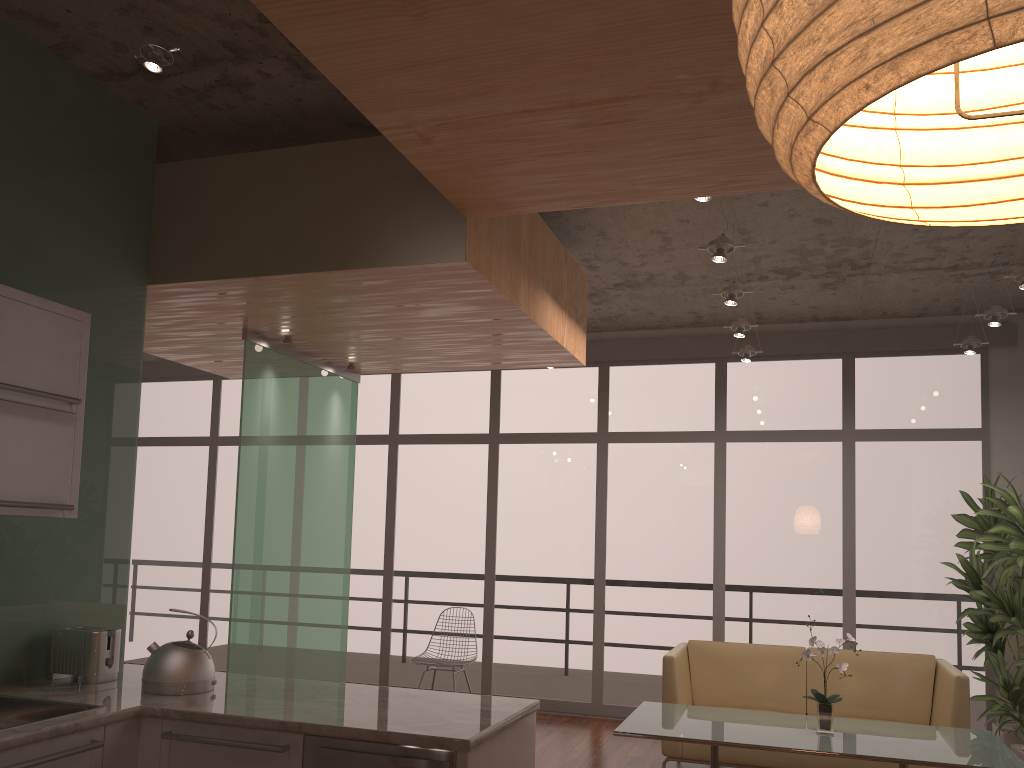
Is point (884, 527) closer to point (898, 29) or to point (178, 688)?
point (178, 688)

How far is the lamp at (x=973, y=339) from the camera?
6.3 meters

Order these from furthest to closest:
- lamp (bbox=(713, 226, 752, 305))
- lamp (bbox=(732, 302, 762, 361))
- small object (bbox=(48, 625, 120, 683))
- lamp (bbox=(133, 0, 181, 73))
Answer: lamp (bbox=(732, 302, 762, 361)) → lamp (bbox=(713, 226, 752, 305)) → small object (bbox=(48, 625, 120, 683)) → lamp (bbox=(133, 0, 181, 73))

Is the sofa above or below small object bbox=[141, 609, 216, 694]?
below

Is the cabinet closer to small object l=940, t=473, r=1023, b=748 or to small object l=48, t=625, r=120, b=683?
small object l=48, t=625, r=120, b=683

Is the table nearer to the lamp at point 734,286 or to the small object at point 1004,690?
the small object at point 1004,690

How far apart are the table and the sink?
2.4m

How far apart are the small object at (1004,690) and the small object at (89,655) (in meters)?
5.18

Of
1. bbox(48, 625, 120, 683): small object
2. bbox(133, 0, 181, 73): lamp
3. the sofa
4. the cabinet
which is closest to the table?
the sofa

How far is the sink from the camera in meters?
2.9 m
